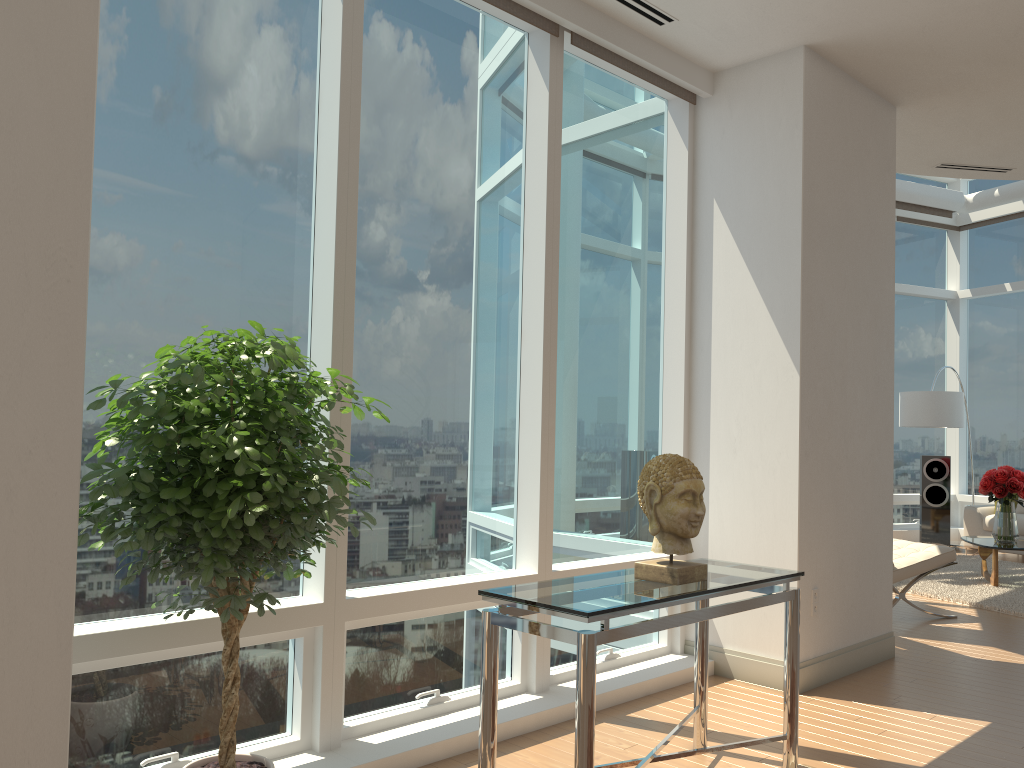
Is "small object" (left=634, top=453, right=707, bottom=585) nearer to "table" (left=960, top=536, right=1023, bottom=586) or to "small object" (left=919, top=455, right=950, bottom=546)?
"table" (left=960, top=536, right=1023, bottom=586)

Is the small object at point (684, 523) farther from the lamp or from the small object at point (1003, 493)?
the lamp

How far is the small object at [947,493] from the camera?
10.75m

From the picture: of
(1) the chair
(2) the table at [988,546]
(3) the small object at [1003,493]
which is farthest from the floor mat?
(1) the chair

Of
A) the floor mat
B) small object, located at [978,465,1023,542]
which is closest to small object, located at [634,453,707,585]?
the floor mat

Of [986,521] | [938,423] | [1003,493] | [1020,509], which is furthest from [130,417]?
[1020,509]

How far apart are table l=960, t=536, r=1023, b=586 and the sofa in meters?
1.5

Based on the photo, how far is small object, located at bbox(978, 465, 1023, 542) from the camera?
8.1m

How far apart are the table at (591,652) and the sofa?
7.8 meters

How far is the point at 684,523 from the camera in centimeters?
307cm
